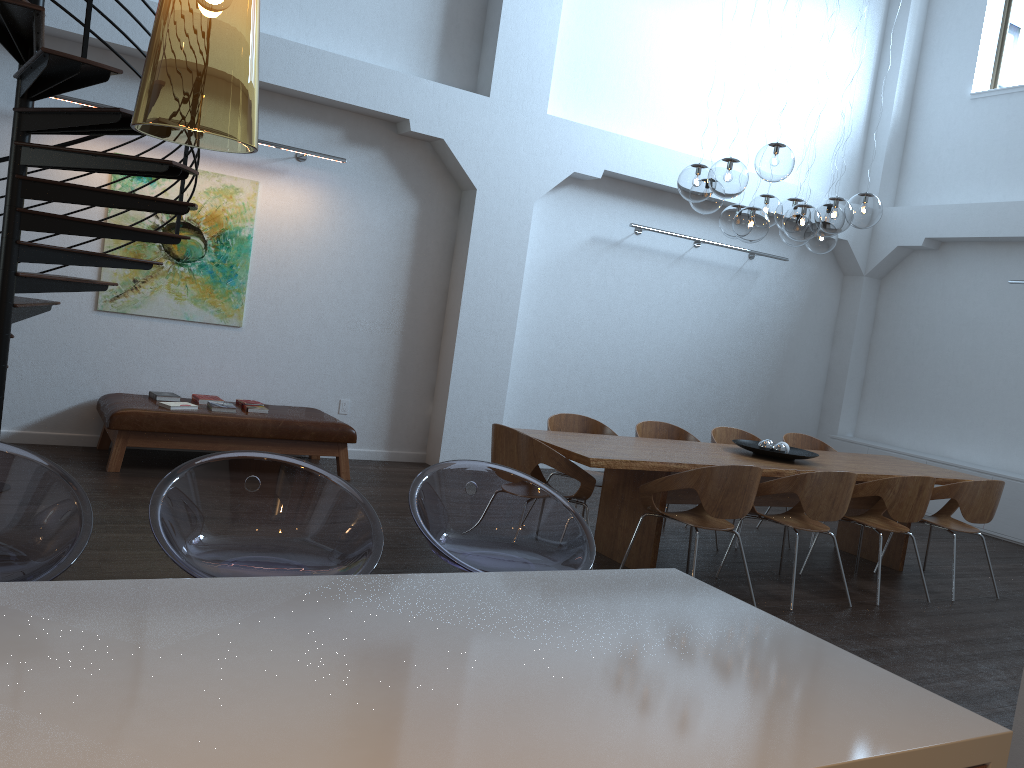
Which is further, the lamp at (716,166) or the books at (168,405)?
the books at (168,405)

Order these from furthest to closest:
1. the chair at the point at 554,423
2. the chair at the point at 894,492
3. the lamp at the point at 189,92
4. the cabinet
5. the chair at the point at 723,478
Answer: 1. the cabinet
2. the chair at the point at 554,423
3. the chair at the point at 894,492
4. the chair at the point at 723,478
5. the lamp at the point at 189,92

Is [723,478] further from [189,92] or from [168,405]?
[189,92]

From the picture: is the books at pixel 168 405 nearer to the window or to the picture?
the picture

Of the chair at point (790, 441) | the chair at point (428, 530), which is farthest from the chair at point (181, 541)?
the chair at point (790, 441)

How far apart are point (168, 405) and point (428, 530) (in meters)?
4.65

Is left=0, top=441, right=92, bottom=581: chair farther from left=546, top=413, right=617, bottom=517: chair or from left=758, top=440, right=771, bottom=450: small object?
left=758, top=440, right=771, bottom=450: small object

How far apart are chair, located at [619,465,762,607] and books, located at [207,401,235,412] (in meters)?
3.28

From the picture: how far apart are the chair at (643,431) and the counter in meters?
4.4

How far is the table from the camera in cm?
515
